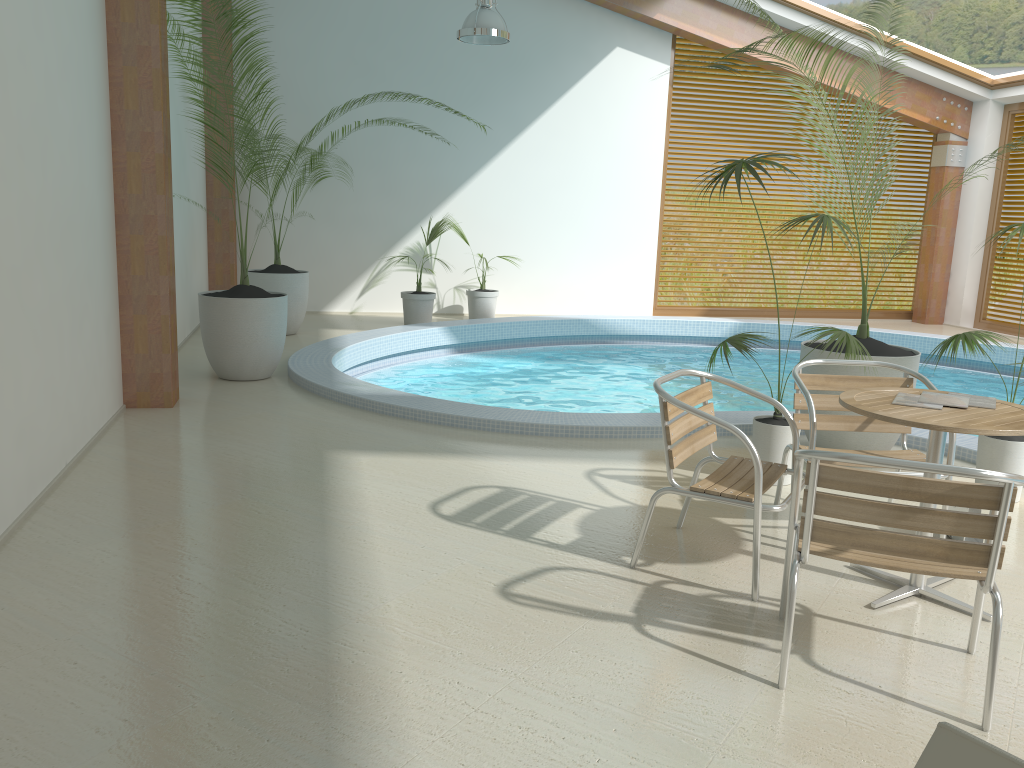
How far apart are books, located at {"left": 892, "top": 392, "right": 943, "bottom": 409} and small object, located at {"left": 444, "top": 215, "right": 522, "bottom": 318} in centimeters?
776cm

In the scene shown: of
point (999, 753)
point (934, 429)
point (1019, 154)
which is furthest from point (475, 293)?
point (999, 753)

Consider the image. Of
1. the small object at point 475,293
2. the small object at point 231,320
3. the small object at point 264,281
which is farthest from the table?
the small object at point 475,293

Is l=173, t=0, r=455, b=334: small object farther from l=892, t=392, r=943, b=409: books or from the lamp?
l=892, t=392, r=943, b=409: books

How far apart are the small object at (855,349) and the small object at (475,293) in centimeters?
617cm

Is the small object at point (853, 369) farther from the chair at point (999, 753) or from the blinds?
the blinds

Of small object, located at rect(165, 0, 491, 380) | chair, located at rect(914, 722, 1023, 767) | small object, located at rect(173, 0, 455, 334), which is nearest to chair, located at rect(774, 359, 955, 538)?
chair, located at rect(914, 722, 1023, 767)

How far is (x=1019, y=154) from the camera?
11.9m

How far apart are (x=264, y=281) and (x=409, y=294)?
Answer: 1.88m

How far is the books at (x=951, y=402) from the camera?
3.2 meters
